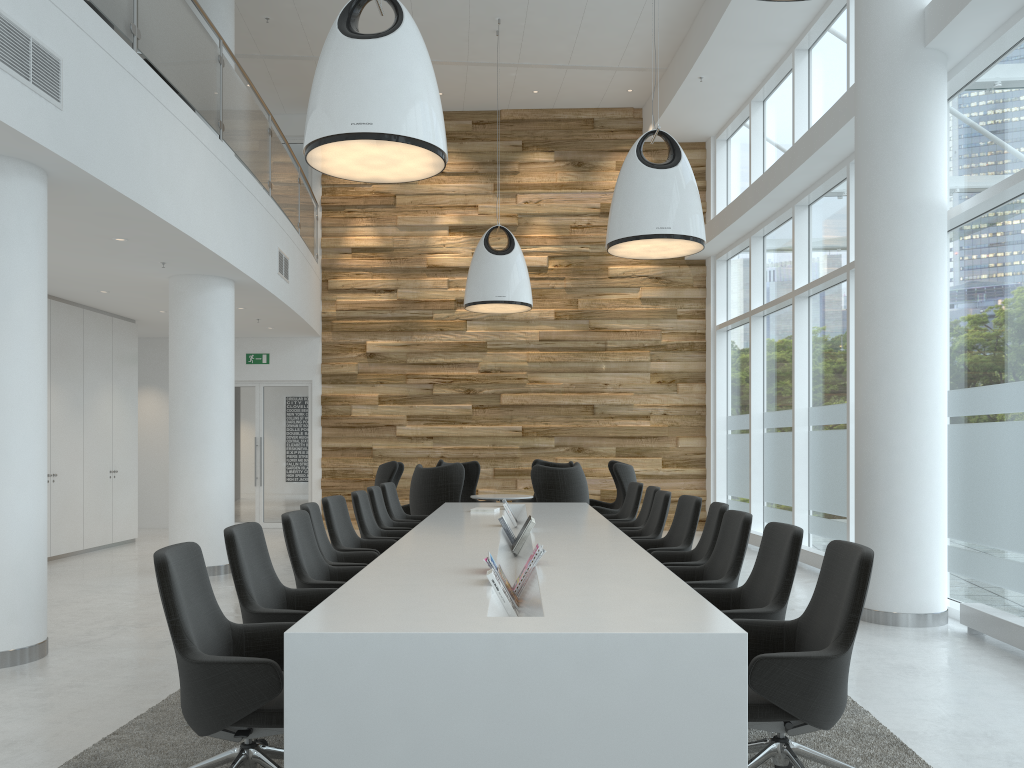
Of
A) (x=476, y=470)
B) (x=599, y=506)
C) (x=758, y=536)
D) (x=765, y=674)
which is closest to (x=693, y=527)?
(x=765, y=674)

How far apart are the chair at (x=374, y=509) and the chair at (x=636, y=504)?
2.1 meters

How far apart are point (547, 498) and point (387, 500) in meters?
2.0 m

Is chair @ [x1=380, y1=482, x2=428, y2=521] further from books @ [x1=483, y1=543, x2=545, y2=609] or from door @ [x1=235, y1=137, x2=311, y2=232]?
door @ [x1=235, y1=137, x2=311, y2=232]

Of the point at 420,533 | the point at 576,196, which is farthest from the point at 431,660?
the point at 576,196

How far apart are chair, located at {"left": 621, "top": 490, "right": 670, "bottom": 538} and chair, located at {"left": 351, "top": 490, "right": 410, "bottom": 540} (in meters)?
1.92

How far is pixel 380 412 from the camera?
14.2m

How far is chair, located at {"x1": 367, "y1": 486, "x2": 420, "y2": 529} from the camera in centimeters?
785cm

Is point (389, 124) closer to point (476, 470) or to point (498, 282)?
point (498, 282)

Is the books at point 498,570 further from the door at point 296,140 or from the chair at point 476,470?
the door at point 296,140
